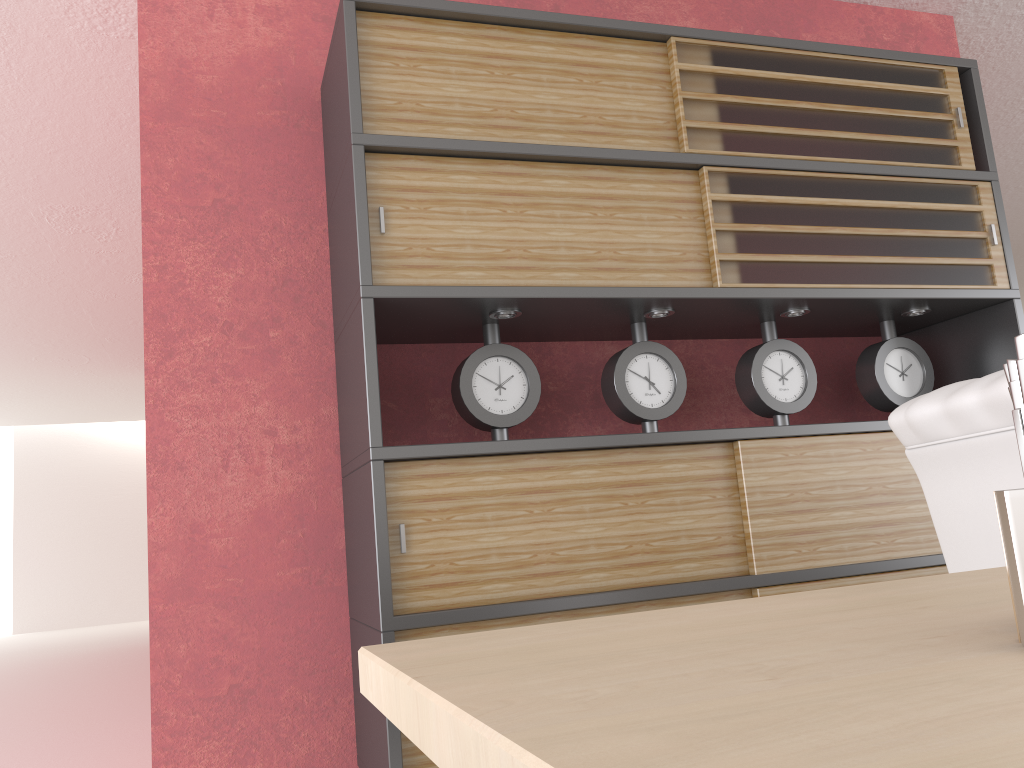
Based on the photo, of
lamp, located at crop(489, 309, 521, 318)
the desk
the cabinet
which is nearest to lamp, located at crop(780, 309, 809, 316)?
the cabinet

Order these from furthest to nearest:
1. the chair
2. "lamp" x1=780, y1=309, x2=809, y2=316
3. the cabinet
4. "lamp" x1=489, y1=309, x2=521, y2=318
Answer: "lamp" x1=780, y1=309, x2=809, y2=316
"lamp" x1=489, y1=309, x2=521, y2=318
the cabinet
the chair

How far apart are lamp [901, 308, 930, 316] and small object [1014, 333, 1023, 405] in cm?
450

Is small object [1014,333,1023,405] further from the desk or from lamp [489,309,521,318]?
lamp [489,309,521,318]

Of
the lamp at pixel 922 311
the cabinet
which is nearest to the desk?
the cabinet

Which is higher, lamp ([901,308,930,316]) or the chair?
lamp ([901,308,930,316])

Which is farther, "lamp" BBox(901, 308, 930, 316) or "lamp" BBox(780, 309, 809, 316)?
"lamp" BBox(901, 308, 930, 316)

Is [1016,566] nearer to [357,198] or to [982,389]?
[982,389]

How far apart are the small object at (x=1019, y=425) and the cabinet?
2.9 meters

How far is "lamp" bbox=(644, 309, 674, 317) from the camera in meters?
4.2
